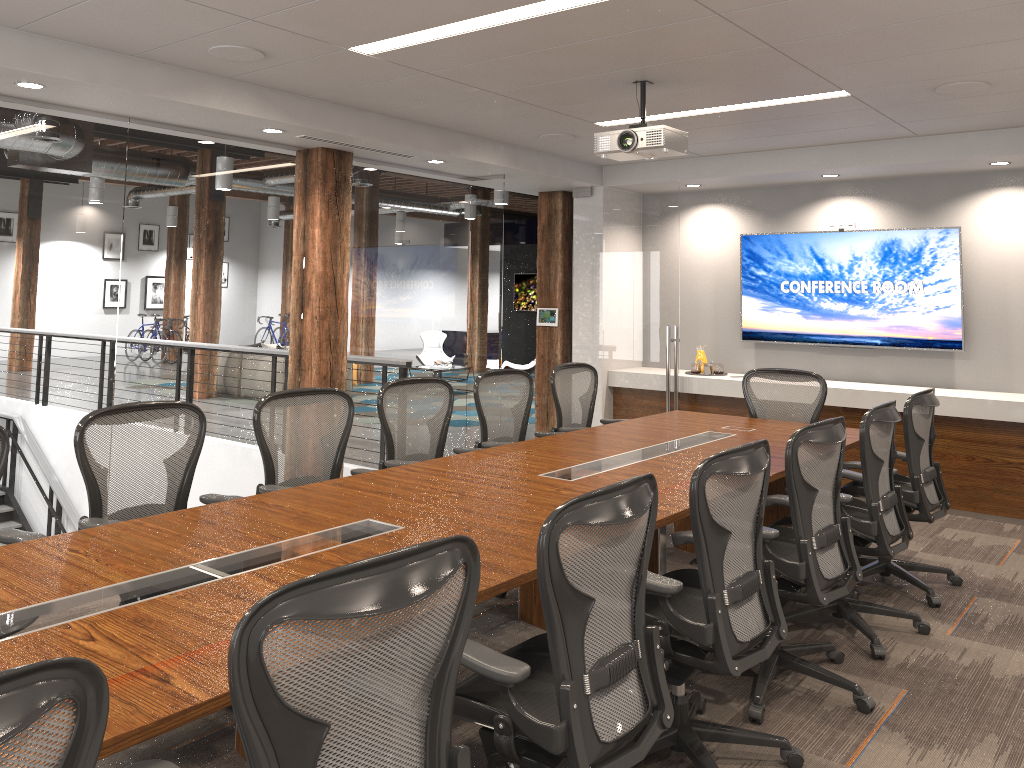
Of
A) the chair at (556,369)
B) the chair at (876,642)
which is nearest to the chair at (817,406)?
the chair at (556,369)

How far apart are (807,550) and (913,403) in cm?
168

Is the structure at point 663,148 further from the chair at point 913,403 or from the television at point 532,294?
the television at point 532,294

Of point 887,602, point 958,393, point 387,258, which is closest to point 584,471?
point 887,602

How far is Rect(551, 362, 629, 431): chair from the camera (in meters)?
6.11

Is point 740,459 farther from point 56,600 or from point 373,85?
point 373,85

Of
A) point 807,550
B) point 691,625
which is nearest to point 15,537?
point 691,625

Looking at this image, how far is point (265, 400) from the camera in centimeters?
419cm

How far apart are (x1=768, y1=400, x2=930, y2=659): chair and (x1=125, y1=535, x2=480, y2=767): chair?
2.7m

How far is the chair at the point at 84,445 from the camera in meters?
3.5
